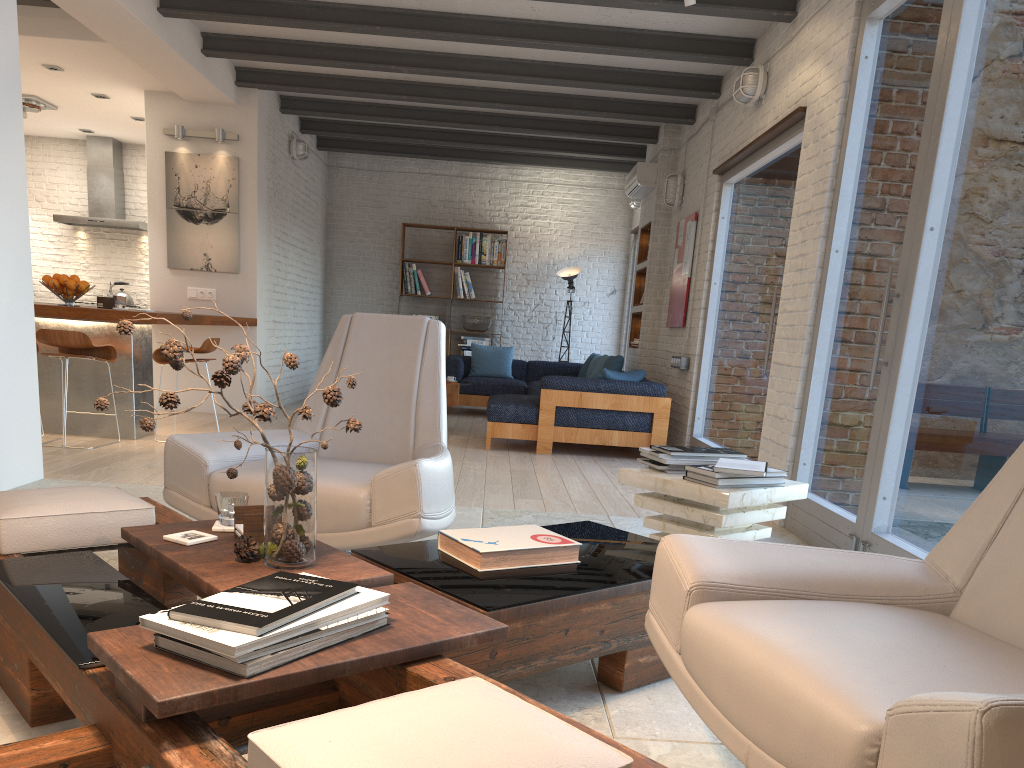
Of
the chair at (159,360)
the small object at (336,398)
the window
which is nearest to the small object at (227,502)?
the small object at (336,398)

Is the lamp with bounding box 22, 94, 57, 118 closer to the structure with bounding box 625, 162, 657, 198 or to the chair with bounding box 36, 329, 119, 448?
the chair with bounding box 36, 329, 119, 448

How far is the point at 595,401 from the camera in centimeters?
719cm

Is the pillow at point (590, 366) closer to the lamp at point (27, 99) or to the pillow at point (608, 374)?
the pillow at point (608, 374)

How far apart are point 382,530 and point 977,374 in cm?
223

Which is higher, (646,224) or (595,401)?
(646,224)

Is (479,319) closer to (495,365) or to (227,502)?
(495,365)

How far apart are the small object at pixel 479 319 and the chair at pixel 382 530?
7.7m

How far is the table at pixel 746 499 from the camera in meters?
2.9 m

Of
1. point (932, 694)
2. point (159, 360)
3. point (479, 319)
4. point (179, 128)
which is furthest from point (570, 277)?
point (932, 694)
